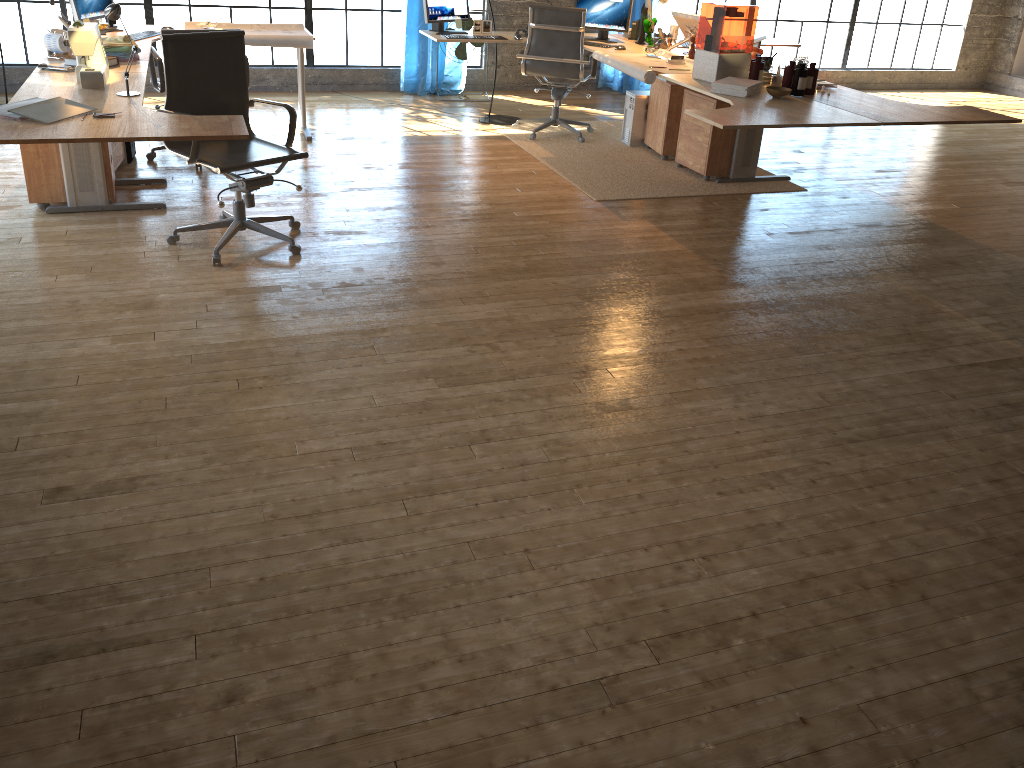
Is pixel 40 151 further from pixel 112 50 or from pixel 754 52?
pixel 754 52

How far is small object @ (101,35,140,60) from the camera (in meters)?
4.77

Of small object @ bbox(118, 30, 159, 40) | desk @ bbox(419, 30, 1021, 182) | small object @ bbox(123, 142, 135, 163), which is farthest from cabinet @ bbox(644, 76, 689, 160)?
small object @ bbox(123, 142, 135, 163)

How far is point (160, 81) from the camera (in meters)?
5.32

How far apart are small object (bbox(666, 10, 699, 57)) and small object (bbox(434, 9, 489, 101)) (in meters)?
2.22

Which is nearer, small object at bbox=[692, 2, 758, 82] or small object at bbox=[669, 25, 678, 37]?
small object at bbox=[692, 2, 758, 82]

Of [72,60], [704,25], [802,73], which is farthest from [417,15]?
[704,25]

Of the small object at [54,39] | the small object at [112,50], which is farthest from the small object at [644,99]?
the small object at [54,39]

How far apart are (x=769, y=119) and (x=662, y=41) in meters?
2.6

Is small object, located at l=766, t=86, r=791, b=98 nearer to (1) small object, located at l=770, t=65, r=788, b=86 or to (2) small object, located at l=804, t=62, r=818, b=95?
(2) small object, located at l=804, t=62, r=818, b=95
